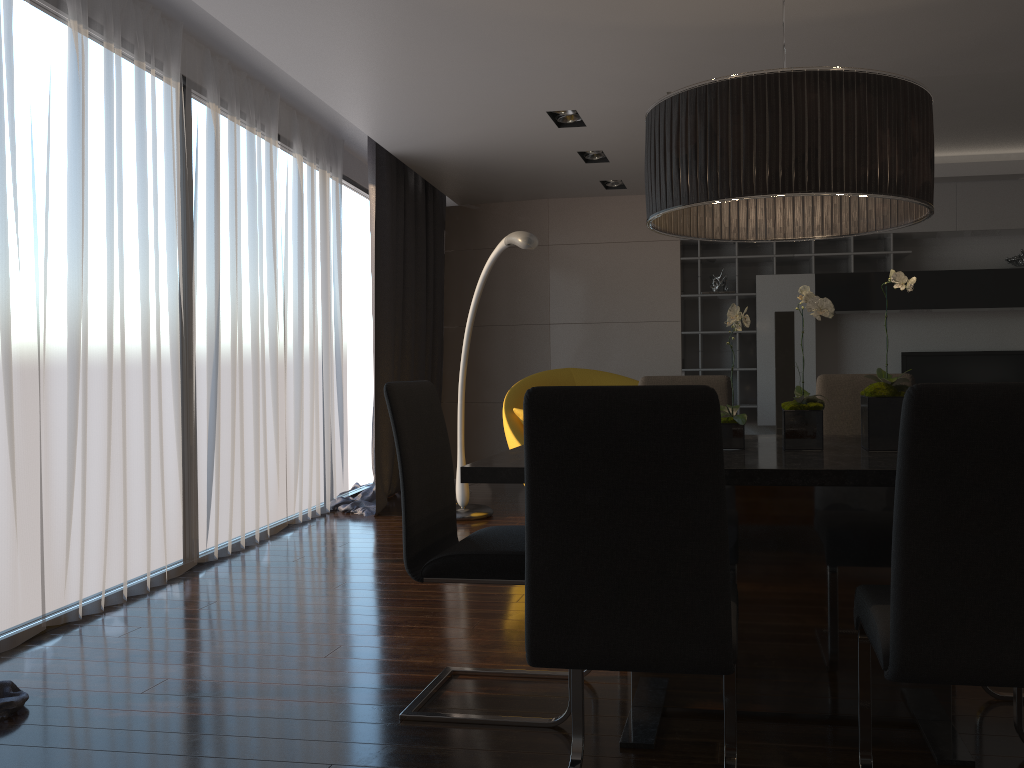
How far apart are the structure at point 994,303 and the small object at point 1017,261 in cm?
14

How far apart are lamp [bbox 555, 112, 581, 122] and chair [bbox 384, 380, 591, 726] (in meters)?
2.98

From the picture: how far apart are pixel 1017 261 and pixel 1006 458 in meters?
6.4

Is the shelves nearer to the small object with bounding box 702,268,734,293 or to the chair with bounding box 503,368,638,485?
the small object with bounding box 702,268,734,293

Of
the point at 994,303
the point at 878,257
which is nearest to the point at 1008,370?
the point at 994,303

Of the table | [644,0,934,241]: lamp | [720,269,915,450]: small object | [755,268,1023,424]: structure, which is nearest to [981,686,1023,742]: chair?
the table

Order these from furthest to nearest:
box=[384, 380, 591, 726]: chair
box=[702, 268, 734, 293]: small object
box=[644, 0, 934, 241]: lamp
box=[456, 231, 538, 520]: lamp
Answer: box=[702, 268, 734, 293]: small object → box=[456, 231, 538, 520]: lamp → box=[384, 380, 591, 726]: chair → box=[644, 0, 934, 241]: lamp

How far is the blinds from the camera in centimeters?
344cm

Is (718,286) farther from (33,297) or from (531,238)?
(33,297)

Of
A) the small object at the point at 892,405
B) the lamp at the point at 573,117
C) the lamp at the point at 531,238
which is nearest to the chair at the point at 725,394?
the small object at the point at 892,405
